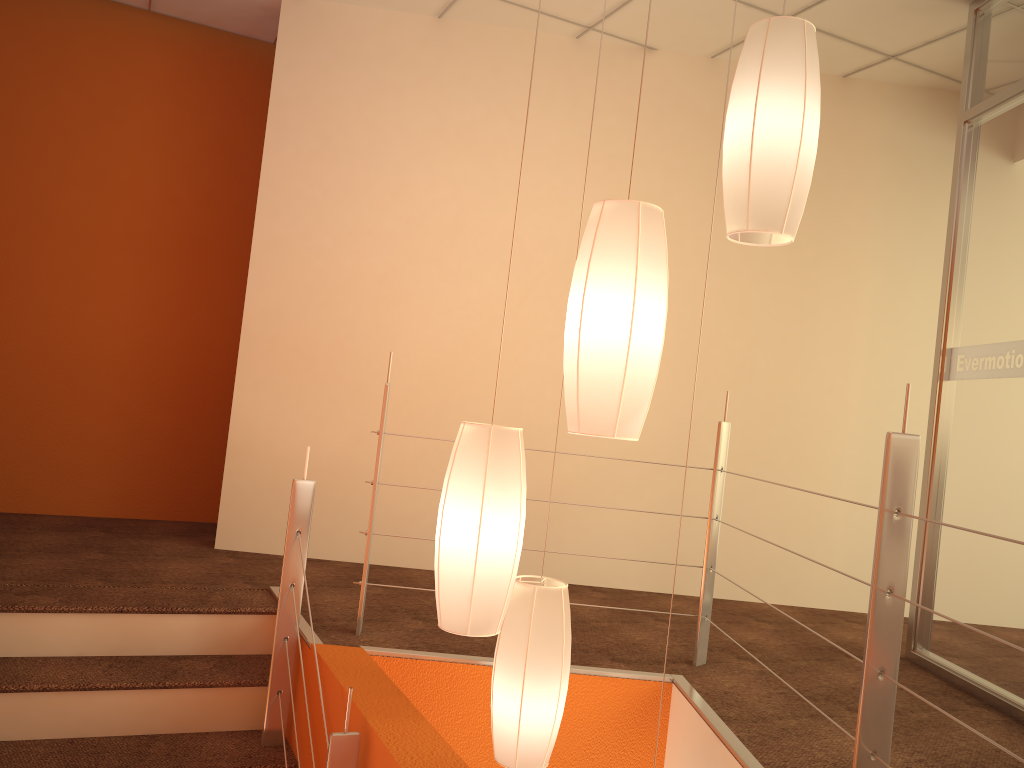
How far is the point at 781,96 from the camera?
1.8m

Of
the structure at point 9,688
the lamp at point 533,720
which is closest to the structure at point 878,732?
the structure at point 9,688

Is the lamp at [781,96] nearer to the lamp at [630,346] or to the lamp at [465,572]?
the lamp at [630,346]

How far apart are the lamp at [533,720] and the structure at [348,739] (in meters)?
0.37

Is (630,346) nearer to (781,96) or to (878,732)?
(781,96)

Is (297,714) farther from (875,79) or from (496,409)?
(875,79)

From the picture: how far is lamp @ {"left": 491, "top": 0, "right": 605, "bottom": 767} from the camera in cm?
215

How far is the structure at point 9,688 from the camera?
2.5 meters

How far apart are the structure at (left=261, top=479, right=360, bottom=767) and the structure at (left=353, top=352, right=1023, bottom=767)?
0.2 meters

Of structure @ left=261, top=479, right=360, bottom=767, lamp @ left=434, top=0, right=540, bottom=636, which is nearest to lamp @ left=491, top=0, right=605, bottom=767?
lamp @ left=434, top=0, right=540, bottom=636
